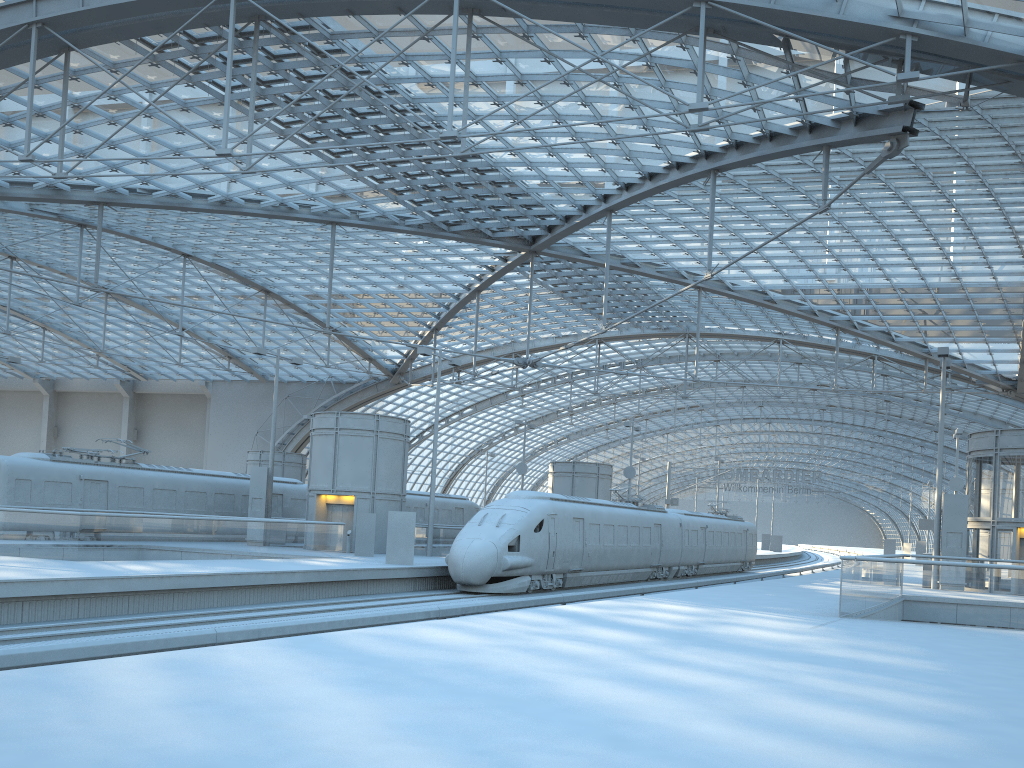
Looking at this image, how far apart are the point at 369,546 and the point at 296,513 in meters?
9.4 m

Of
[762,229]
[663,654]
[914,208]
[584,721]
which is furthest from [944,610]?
[762,229]

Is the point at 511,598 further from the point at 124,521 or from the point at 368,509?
the point at 124,521

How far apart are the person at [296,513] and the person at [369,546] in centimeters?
912cm

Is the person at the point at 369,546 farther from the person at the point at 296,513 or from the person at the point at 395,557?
the person at the point at 296,513

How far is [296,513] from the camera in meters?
39.5

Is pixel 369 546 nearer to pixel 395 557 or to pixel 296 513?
pixel 395 557

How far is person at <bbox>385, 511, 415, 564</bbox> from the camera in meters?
27.1 m

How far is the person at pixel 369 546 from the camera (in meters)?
31.23

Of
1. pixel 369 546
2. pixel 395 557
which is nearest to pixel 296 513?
pixel 369 546
